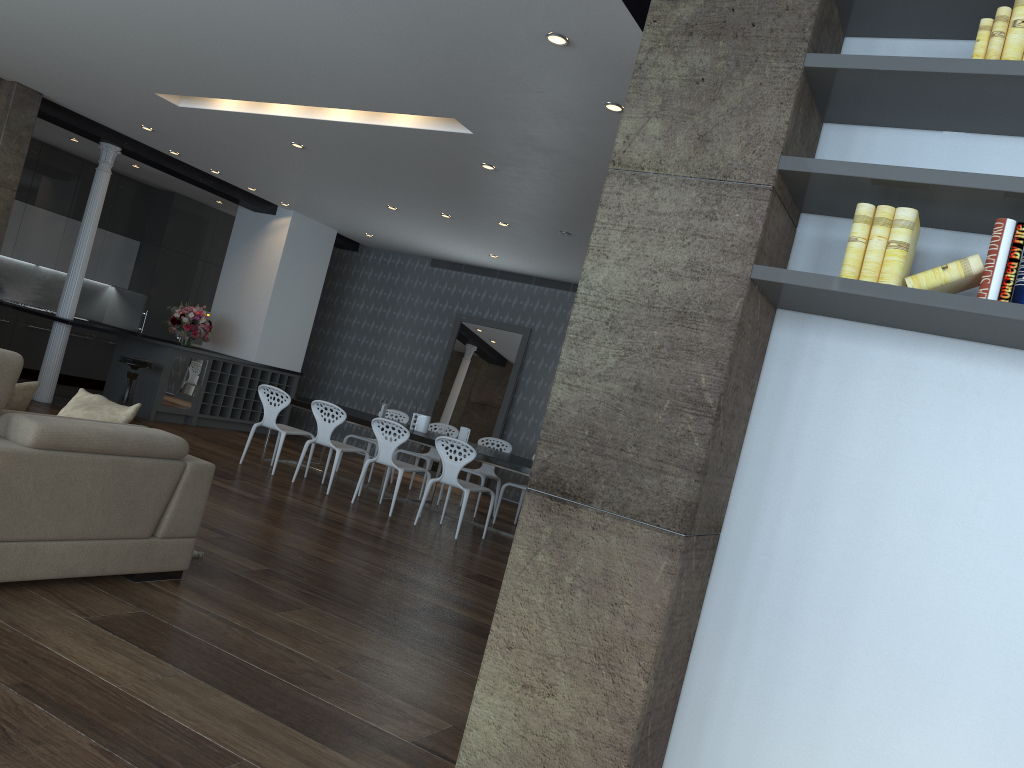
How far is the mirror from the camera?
11.84m

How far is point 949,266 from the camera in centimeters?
232cm

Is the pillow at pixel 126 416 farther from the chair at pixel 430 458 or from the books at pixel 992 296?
the chair at pixel 430 458

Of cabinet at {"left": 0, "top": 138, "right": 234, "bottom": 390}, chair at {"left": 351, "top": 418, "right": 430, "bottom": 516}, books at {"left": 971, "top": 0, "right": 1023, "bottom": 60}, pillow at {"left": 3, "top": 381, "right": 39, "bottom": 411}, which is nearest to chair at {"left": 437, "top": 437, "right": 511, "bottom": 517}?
chair at {"left": 351, "top": 418, "right": 430, "bottom": 516}

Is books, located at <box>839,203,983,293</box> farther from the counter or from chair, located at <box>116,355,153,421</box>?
chair, located at <box>116,355,153,421</box>

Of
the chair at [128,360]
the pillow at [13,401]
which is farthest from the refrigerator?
the pillow at [13,401]

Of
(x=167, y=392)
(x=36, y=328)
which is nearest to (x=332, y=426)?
(x=167, y=392)

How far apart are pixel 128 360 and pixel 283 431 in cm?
244

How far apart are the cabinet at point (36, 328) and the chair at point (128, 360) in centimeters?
228cm

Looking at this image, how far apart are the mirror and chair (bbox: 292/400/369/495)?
A: 3.4m
